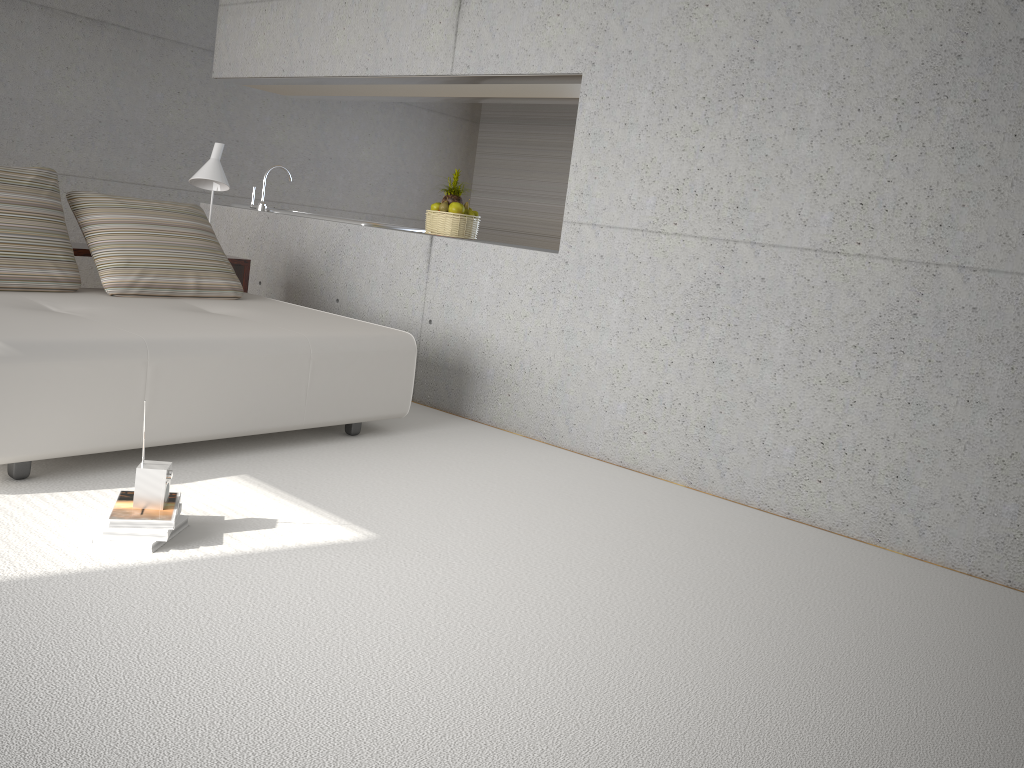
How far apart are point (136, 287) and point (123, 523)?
2.1 meters

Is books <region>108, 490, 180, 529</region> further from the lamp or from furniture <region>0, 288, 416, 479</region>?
the lamp

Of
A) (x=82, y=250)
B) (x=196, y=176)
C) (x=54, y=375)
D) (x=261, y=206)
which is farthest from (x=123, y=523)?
(x=261, y=206)

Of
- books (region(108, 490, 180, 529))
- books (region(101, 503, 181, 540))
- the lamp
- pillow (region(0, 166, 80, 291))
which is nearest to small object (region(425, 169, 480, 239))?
the lamp

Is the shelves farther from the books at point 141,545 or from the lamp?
the books at point 141,545

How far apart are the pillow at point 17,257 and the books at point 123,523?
1.8 meters

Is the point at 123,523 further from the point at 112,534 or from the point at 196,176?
the point at 196,176

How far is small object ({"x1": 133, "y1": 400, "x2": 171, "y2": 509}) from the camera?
2.8 meters

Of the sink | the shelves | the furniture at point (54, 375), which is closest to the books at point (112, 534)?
the furniture at point (54, 375)

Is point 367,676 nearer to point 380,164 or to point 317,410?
point 317,410
